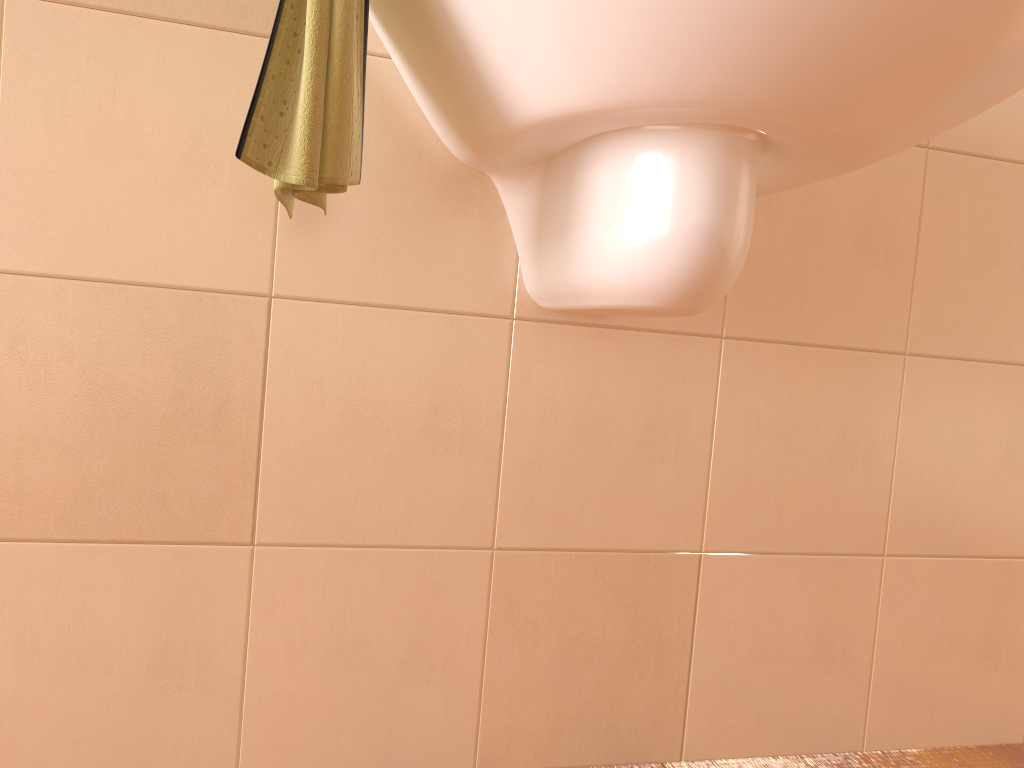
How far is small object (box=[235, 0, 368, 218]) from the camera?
0.7 meters

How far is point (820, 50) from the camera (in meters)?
0.62

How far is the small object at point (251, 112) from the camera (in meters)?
0.69

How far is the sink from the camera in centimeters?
62cm

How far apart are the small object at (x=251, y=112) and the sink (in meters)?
0.06

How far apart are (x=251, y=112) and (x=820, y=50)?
0.4m

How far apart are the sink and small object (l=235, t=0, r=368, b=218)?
0.06m
